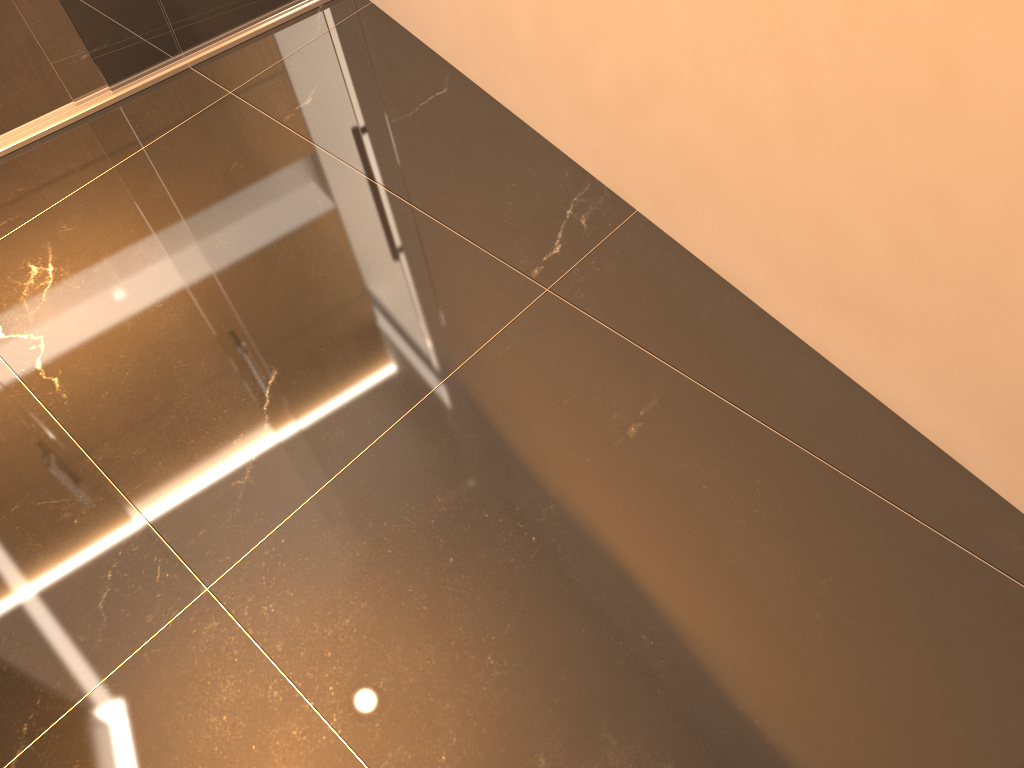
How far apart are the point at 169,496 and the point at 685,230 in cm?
131

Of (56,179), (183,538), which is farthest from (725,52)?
(56,179)

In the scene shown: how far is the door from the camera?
2.5 meters

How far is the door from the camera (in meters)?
2.54

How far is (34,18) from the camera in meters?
2.5

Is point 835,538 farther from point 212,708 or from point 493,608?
point 212,708
